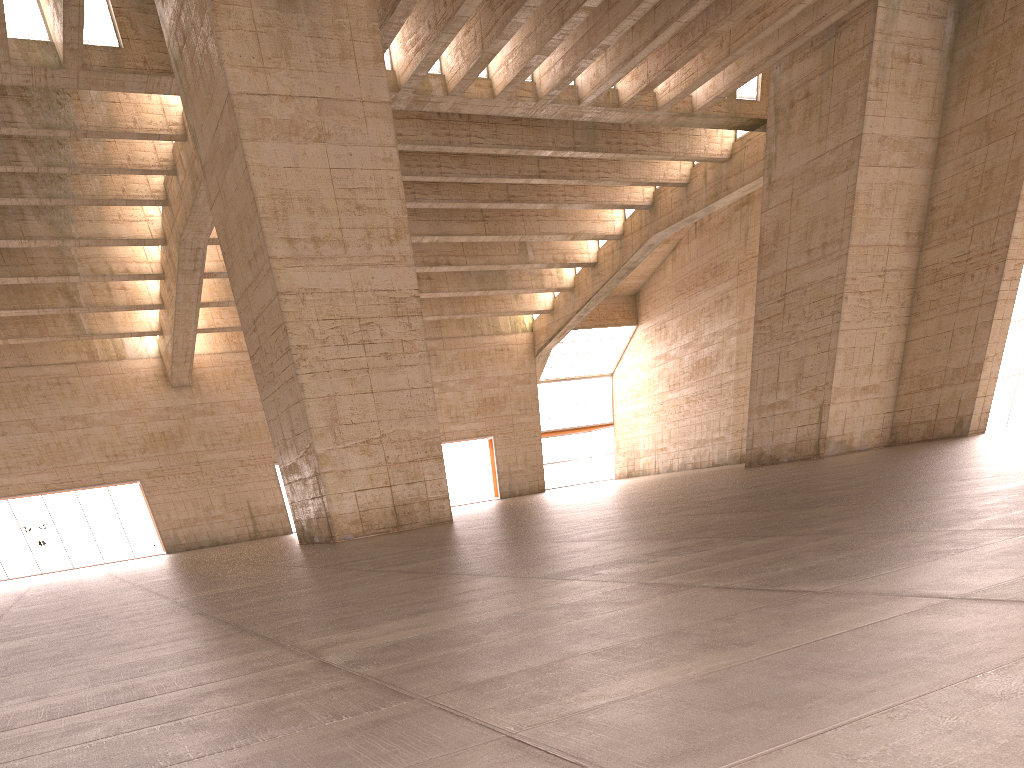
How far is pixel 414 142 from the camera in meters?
29.6
